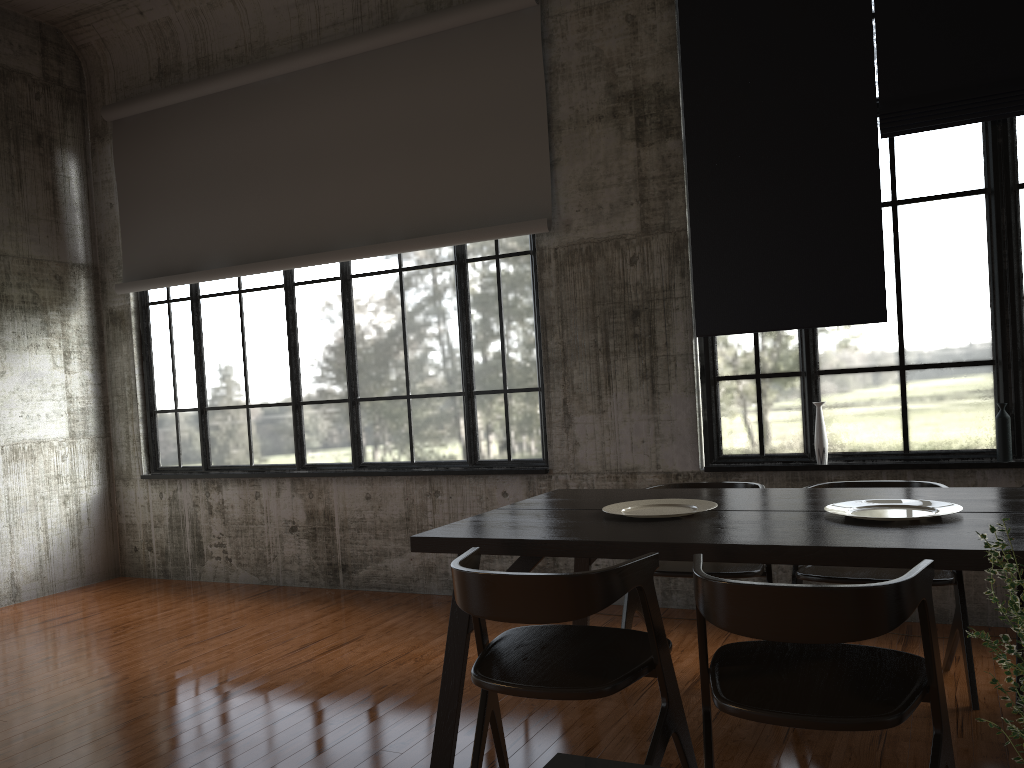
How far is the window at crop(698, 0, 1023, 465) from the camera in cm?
533

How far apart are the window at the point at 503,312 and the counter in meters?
5.9

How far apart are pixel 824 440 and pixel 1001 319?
1.3 meters

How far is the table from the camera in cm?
→ 303

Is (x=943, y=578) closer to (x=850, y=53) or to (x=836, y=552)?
(x=836, y=552)

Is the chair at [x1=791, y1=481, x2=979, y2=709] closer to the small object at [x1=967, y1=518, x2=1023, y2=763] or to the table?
the table

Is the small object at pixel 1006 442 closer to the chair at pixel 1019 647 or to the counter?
the chair at pixel 1019 647

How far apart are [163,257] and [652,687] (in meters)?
6.04

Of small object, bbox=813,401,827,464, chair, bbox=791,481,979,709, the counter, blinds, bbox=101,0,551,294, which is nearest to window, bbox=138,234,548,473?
blinds, bbox=101,0,551,294

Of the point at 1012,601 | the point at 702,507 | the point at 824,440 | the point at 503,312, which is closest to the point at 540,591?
the point at 702,507
